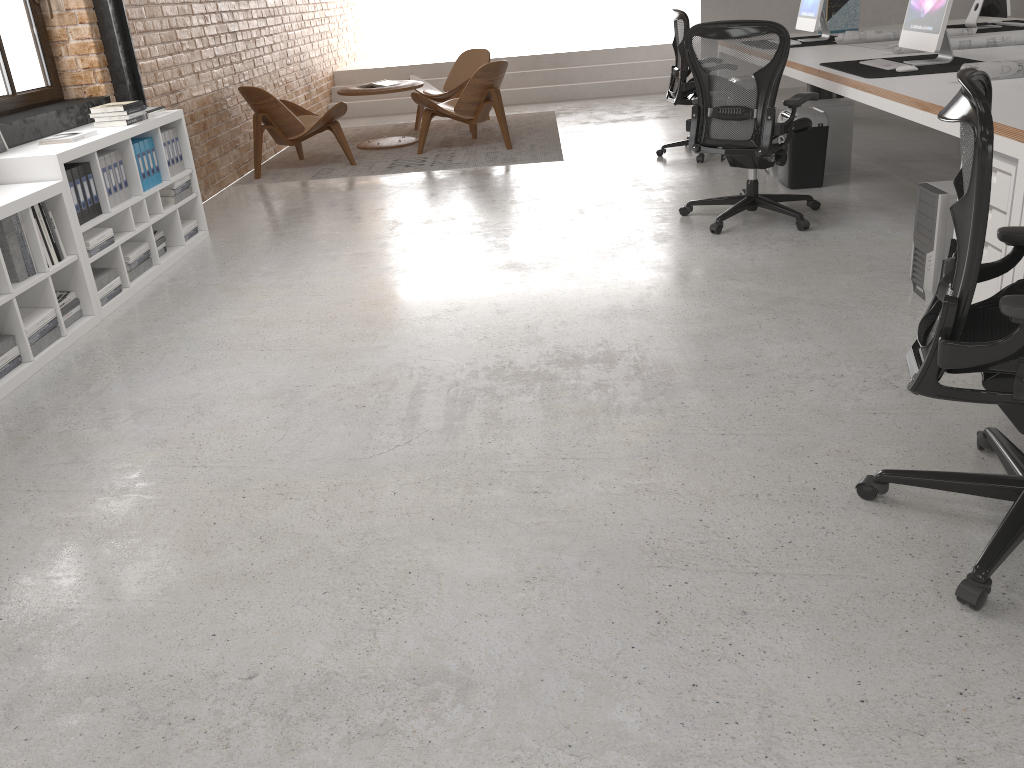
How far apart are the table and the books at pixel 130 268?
3.69m

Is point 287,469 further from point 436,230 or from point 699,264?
point 436,230

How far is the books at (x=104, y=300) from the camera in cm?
432

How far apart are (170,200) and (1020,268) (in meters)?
4.39

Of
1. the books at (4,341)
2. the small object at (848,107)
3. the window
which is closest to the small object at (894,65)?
the small object at (848,107)

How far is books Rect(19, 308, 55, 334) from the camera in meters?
3.7

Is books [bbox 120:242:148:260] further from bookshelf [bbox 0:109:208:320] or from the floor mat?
the floor mat

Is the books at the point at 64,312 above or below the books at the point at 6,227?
below

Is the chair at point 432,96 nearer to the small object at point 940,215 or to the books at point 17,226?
the books at point 17,226

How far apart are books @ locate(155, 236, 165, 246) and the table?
3.4 meters
